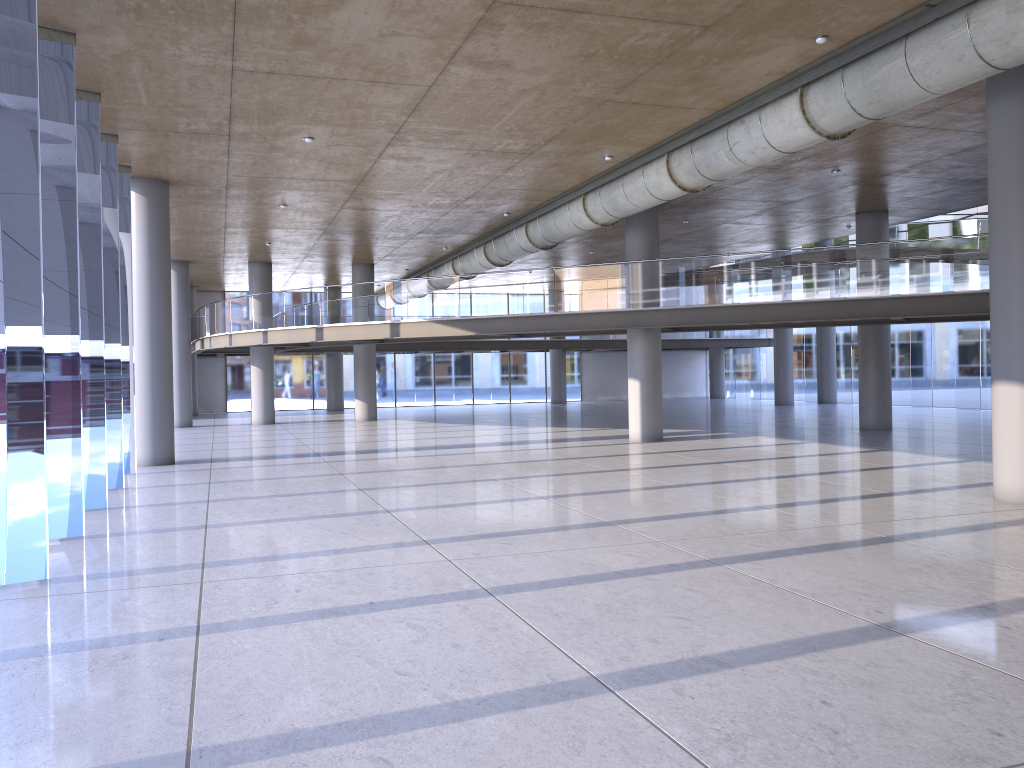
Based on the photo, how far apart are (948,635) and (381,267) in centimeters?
2865cm
